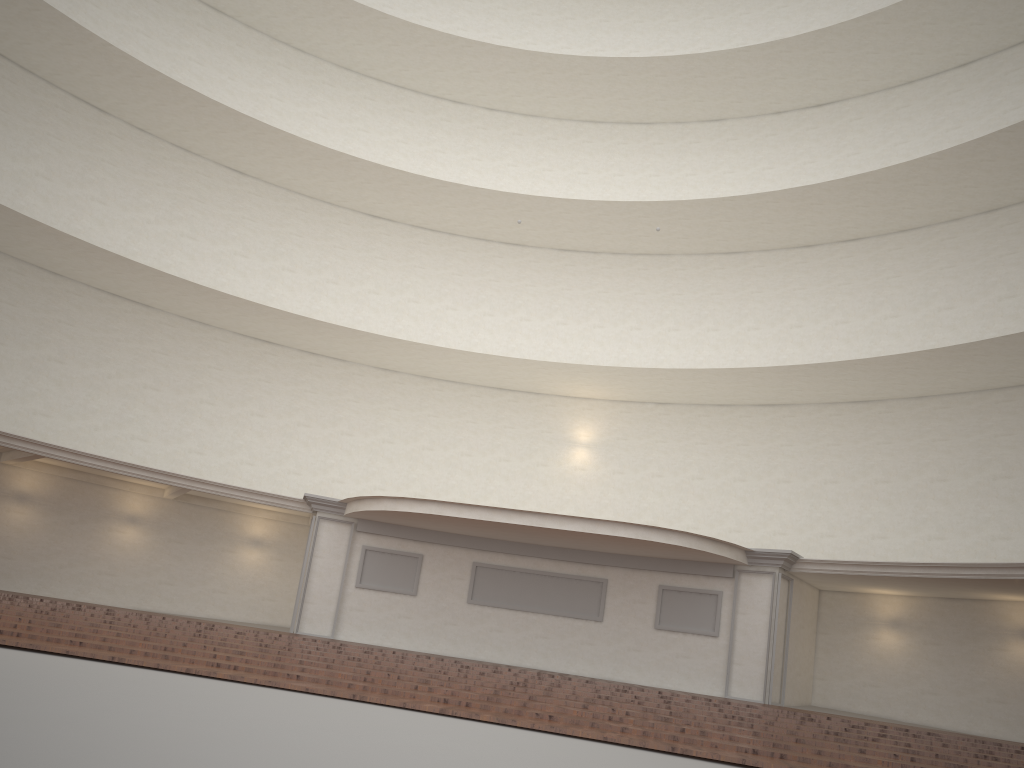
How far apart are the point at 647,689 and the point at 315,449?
10.7m

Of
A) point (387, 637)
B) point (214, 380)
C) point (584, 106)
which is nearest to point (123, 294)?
point (214, 380)
